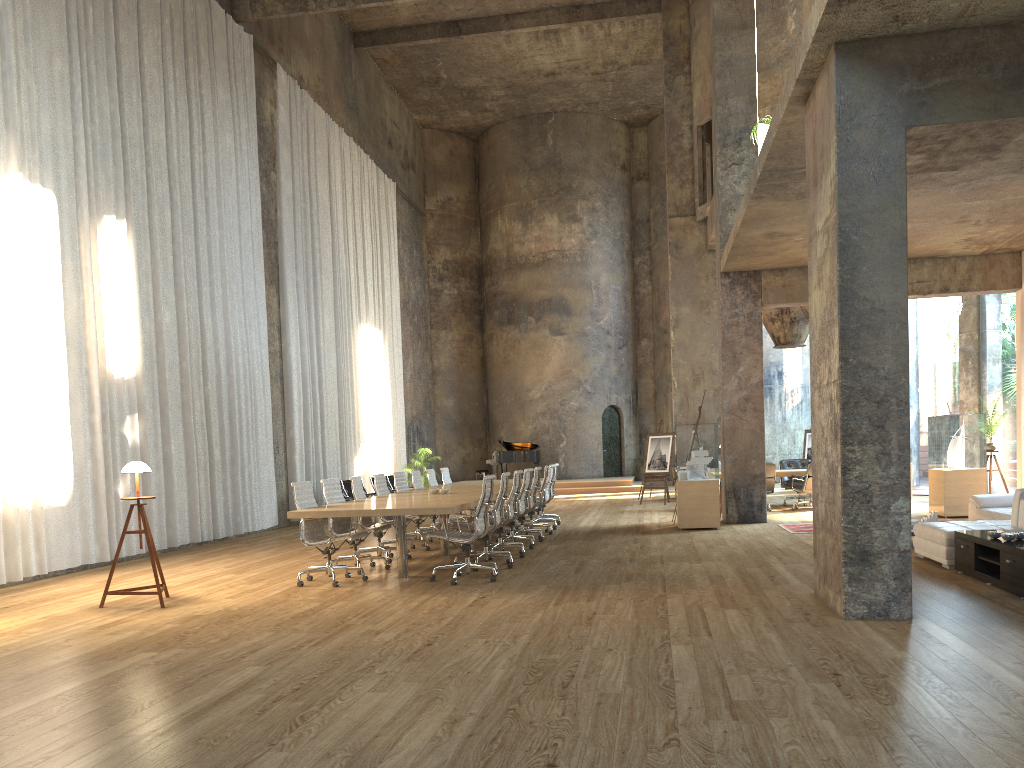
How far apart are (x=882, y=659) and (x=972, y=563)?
3.26m

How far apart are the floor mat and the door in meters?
15.4 m

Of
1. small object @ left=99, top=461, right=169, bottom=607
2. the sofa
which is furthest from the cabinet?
small object @ left=99, top=461, right=169, bottom=607

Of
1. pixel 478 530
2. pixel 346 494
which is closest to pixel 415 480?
pixel 346 494

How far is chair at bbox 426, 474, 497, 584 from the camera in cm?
823

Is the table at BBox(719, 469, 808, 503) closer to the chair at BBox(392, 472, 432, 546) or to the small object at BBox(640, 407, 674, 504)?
the small object at BBox(640, 407, 674, 504)

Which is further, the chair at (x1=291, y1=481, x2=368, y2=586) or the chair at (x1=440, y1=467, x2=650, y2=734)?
the chair at (x1=440, y1=467, x2=650, y2=734)

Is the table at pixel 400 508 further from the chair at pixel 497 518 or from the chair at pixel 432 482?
the chair at pixel 432 482

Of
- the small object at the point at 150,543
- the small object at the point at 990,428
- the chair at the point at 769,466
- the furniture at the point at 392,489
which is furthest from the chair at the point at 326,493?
the furniture at the point at 392,489

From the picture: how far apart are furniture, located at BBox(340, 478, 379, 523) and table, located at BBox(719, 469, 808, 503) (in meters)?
7.87
